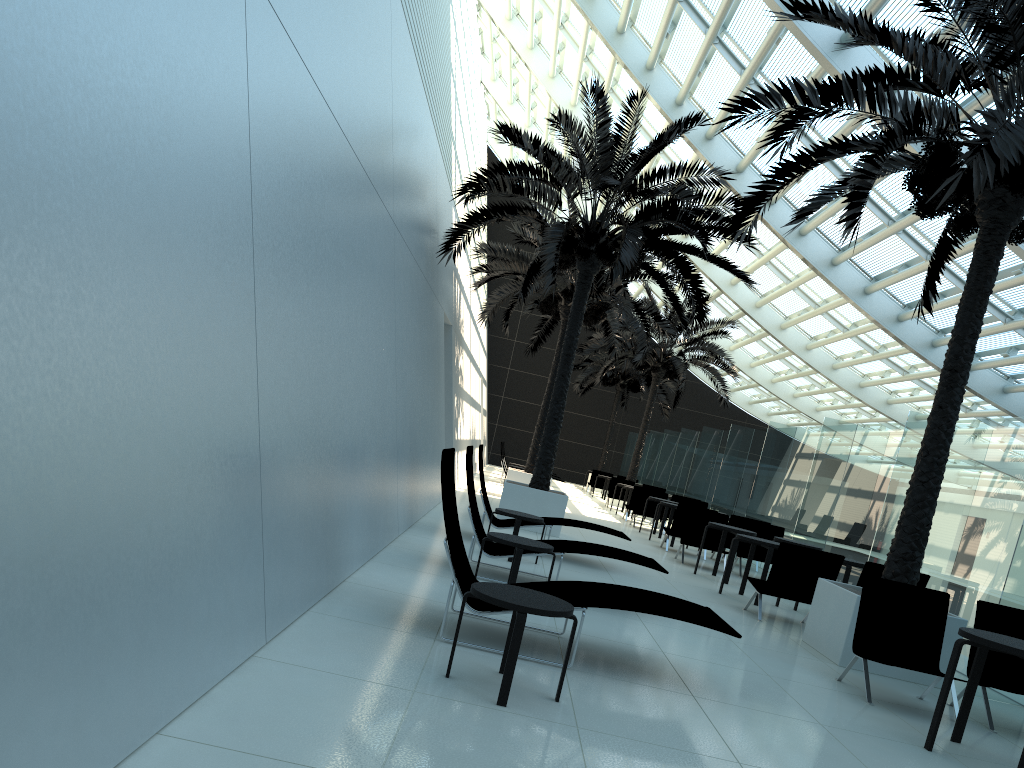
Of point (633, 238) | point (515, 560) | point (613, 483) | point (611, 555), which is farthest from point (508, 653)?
point (613, 483)

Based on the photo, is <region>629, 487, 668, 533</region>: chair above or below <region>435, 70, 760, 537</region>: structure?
below

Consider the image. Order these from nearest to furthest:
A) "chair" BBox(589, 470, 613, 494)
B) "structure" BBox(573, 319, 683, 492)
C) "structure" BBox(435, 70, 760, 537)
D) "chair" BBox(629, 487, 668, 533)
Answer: "structure" BBox(435, 70, 760, 537) → "chair" BBox(629, 487, 668, 533) → "chair" BBox(589, 470, 613, 494) → "structure" BBox(573, 319, 683, 492)

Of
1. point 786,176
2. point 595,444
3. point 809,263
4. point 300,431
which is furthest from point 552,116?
point 300,431

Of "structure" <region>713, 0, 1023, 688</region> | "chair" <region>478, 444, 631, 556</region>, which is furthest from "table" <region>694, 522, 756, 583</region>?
"structure" <region>713, 0, 1023, 688</region>

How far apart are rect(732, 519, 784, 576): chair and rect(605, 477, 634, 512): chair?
11.30m

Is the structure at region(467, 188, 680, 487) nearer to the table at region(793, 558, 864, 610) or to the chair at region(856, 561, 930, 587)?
the table at region(793, 558, 864, 610)

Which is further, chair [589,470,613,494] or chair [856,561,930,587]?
chair [589,470,613,494]

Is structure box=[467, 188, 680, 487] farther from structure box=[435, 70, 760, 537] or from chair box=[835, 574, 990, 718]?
chair box=[835, 574, 990, 718]

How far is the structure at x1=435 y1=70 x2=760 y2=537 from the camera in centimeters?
1246cm
